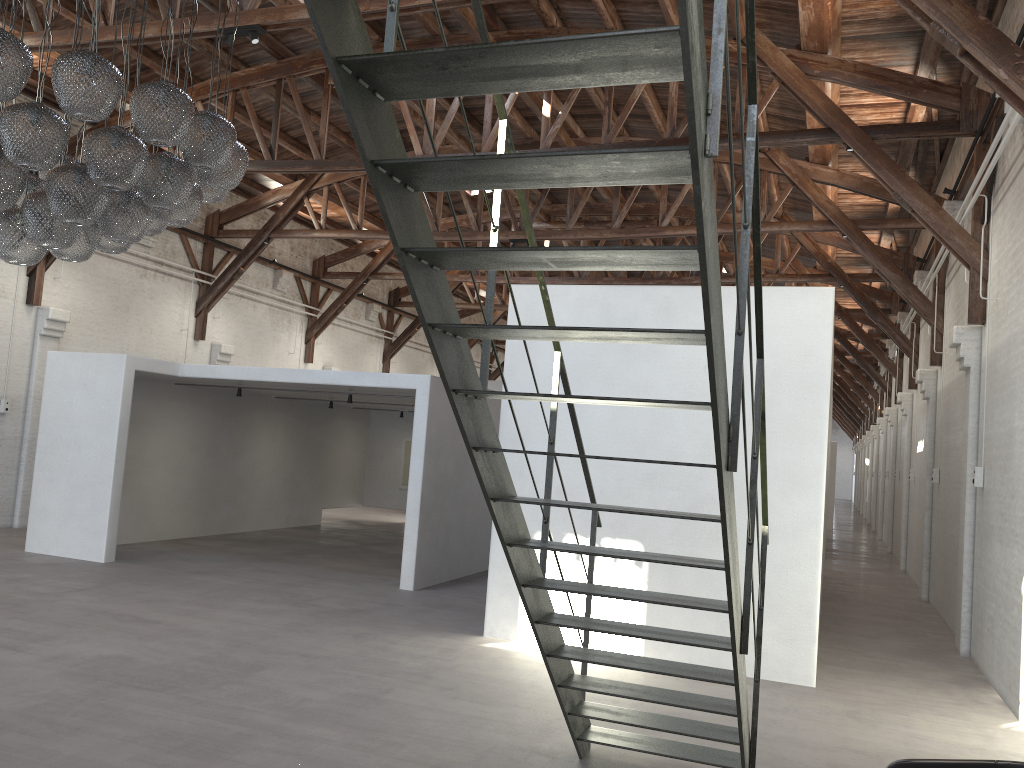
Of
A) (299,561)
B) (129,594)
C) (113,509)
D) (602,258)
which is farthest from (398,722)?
(299,561)

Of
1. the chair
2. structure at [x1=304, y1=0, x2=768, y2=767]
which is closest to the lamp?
structure at [x1=304, y1=0, x2=768, y2=767]

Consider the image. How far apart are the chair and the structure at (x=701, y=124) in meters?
0.7 m

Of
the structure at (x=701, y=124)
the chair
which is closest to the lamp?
the structure at (x=701, y=124)

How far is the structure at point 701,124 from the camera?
2.18m

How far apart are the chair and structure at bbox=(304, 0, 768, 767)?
0.7 meters

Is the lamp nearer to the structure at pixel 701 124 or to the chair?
the structure at pixel 701 124

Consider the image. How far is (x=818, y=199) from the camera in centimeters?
1300cm

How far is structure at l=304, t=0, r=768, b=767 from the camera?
2.2 meters

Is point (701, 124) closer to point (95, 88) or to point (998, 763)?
point (998, 763)
